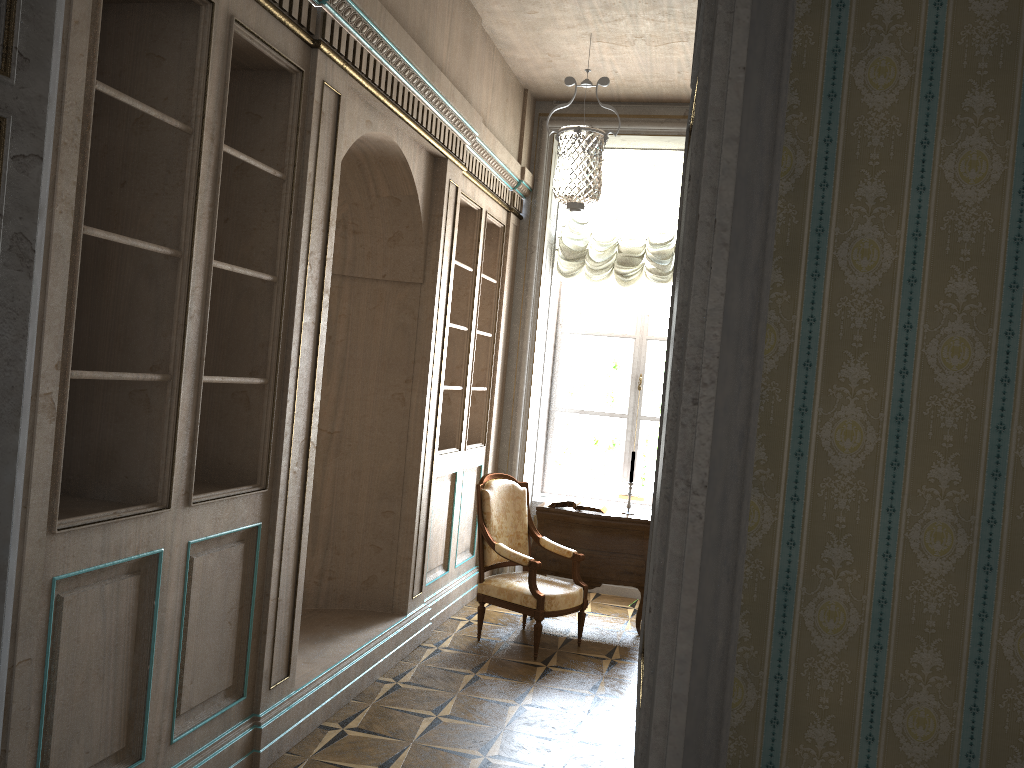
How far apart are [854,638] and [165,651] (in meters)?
2.27

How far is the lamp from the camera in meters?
4.2 m

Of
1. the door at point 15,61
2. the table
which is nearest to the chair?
the table

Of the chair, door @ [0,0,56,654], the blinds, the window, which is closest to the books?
the chair

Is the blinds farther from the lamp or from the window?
the window

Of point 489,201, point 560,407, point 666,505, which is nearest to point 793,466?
point 666,505

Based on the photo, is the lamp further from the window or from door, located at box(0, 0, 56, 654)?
door, located at box(0, 0, 56, 654)

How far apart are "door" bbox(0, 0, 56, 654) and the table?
4.3 meters

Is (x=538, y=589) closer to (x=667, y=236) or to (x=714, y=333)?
(x=667, y=236)

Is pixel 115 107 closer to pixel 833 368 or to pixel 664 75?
pixel 833 368
